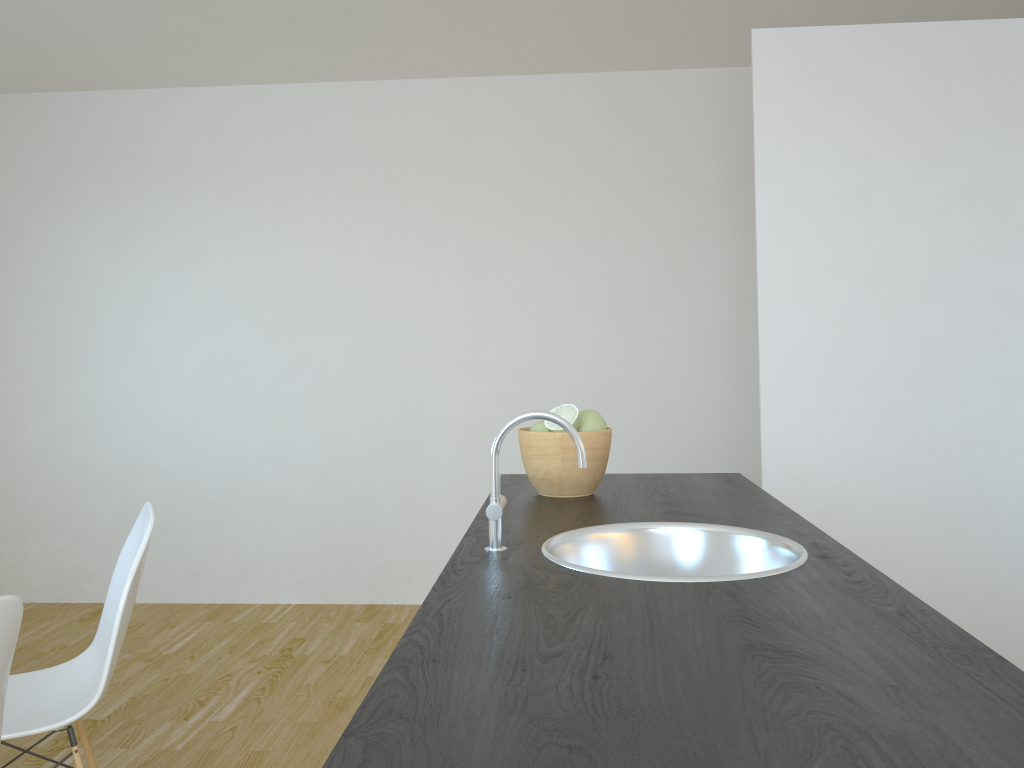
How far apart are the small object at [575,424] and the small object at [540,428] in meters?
0.0 m

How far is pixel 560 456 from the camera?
1.9m

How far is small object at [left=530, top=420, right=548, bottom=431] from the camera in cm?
192

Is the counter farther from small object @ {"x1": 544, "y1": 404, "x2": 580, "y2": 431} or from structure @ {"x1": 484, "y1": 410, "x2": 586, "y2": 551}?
small object @ {"x1": 544, "y1": 404, "x2": 580, "y2": 431}

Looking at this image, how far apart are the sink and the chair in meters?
1.1

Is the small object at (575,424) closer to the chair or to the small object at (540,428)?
the small object at (540,428)

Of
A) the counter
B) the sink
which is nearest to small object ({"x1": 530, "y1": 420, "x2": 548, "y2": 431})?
the counter

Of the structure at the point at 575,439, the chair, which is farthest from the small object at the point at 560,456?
the chair

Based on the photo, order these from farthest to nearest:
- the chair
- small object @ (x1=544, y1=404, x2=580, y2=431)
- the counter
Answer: the chair
small object @ (x1=544, y1=404, x2=580, y2=431)
the counter

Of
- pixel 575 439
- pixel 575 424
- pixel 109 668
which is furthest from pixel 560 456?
pixel 109 668
